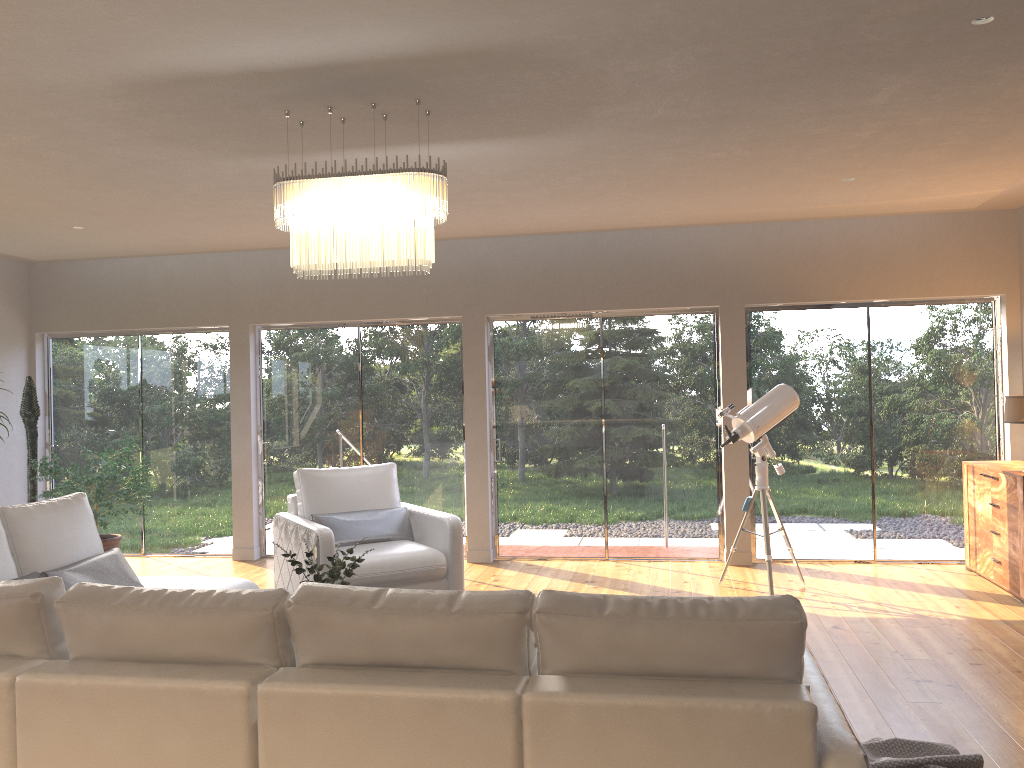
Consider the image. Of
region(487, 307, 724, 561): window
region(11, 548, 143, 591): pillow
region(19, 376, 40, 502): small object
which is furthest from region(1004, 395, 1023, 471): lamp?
region(19, 376, 40, 502): small object

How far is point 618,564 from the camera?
7.42m

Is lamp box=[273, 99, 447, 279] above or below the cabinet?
above

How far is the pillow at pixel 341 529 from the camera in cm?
598

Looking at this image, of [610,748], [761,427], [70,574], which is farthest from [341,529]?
[610,748]

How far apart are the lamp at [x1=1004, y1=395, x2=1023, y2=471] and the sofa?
4.21m

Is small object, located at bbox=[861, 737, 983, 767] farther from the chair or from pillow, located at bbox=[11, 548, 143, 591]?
pillow, located at bbox=[11, 548, 143, 591]

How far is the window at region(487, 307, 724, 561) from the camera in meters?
7.5 m

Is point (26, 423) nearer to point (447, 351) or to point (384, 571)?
point (447, 351)

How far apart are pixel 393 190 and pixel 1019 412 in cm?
448
